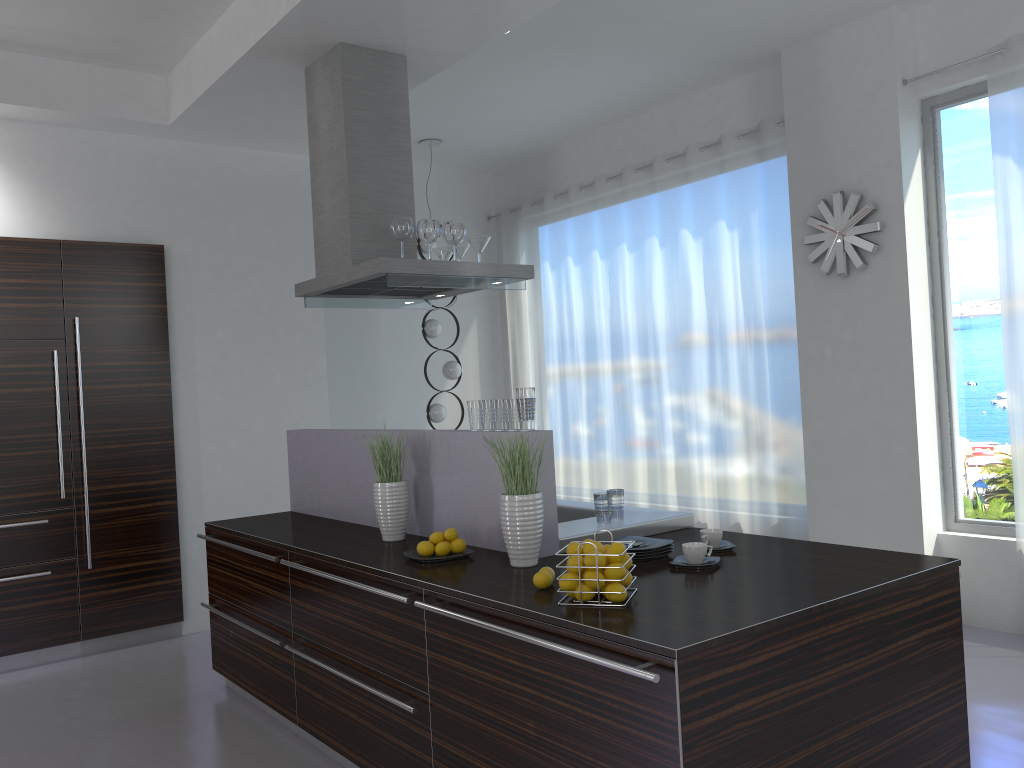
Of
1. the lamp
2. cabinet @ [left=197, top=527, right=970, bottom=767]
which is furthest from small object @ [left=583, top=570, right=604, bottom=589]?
the lamp

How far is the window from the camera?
4.9 meters

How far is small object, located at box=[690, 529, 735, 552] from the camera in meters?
3.1

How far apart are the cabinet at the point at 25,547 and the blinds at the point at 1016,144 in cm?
489

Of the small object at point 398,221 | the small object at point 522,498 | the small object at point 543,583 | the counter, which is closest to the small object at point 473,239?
the small object at point 398,221

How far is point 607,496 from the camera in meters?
3.4

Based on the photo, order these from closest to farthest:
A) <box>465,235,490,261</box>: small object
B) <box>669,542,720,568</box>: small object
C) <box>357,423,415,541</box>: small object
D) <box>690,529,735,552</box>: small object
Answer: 1. <box>669,542,720,568</box>: small object
2. <box>690,529,735,552</box>: small object
3. <box>357,423,415,541</box>: small object
4. <box>465,235,490,261</box>: small object

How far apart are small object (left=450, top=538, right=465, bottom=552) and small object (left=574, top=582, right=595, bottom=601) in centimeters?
87cm

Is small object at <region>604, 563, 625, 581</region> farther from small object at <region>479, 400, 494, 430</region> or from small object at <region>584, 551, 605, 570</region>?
small object at <region>479, 400, 494, 430</region>

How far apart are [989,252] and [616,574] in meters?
3.6
